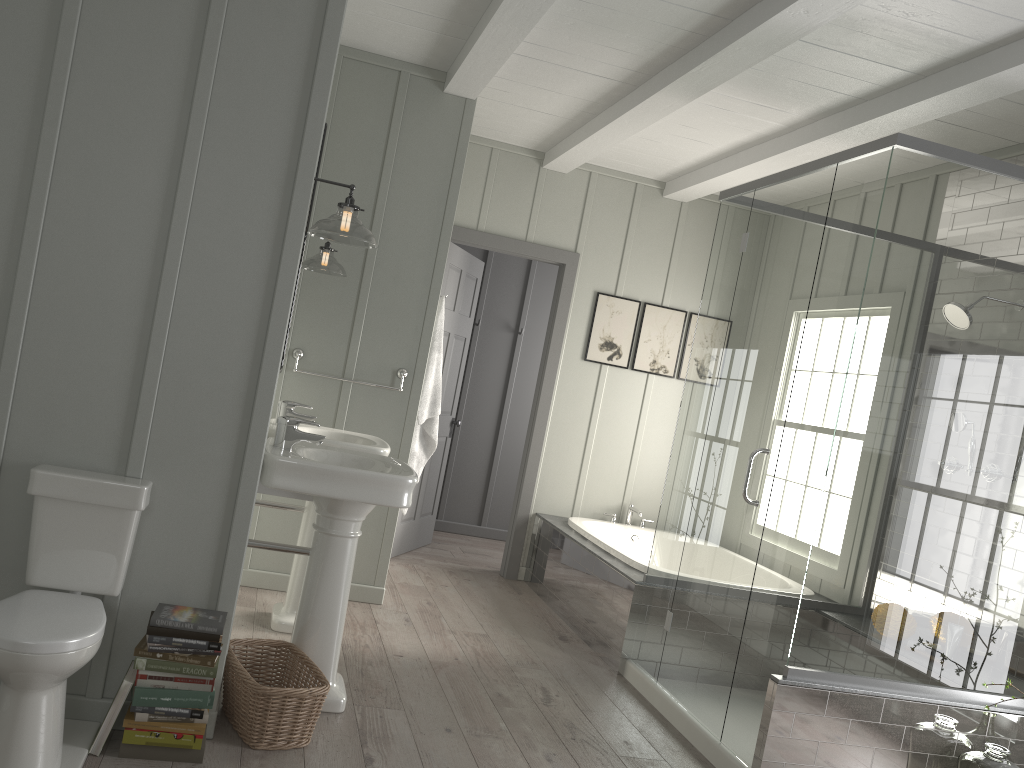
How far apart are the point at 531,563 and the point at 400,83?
3.08m

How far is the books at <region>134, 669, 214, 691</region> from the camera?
2.50m

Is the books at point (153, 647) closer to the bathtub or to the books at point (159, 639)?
the books at point (159, 639)

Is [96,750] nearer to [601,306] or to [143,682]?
[143,682]

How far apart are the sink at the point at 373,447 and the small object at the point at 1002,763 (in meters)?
2.47

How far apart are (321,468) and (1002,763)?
2.6 meters

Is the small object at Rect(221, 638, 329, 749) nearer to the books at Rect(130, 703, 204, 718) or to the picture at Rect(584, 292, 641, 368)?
the books at Rect(130, 703, 204, 718)

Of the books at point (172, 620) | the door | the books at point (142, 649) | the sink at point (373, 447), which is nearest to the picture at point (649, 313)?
the door

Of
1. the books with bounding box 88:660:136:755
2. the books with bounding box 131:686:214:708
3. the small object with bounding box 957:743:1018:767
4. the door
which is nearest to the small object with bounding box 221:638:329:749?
the books with bounding box 131:686:214:708

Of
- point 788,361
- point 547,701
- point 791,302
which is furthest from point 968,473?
point 547,701
